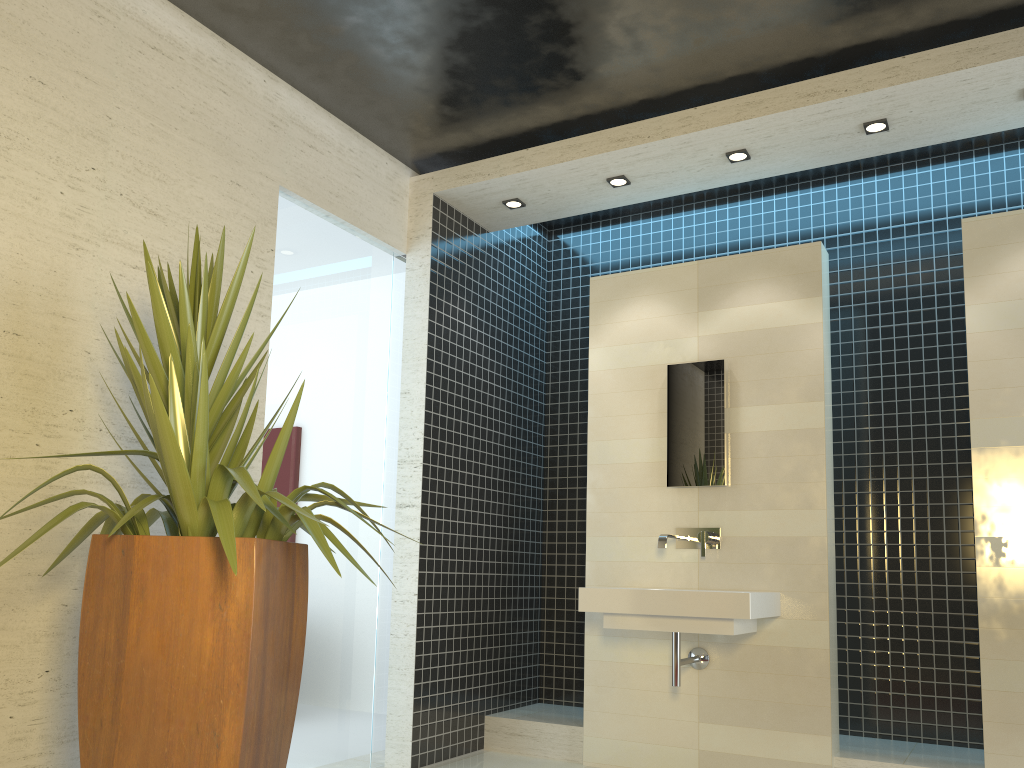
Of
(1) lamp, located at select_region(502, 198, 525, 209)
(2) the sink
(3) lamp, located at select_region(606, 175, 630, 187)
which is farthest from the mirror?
(1) lamp, located at select_region(502, 198, 525, 209)

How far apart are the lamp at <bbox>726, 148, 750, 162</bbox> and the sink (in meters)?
1.92

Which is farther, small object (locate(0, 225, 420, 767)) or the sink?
the sink

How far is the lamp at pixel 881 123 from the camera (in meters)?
4.18

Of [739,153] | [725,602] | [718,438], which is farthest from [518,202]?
[725,602]

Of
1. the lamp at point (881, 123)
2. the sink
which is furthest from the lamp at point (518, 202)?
the sink

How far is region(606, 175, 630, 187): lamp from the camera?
4.8 meters

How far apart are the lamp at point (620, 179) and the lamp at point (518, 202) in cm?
58

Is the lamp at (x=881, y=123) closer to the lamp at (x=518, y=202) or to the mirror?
the mirror

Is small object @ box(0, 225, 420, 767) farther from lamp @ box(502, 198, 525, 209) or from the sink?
lamp @ box(502, 198, 525, 209)
